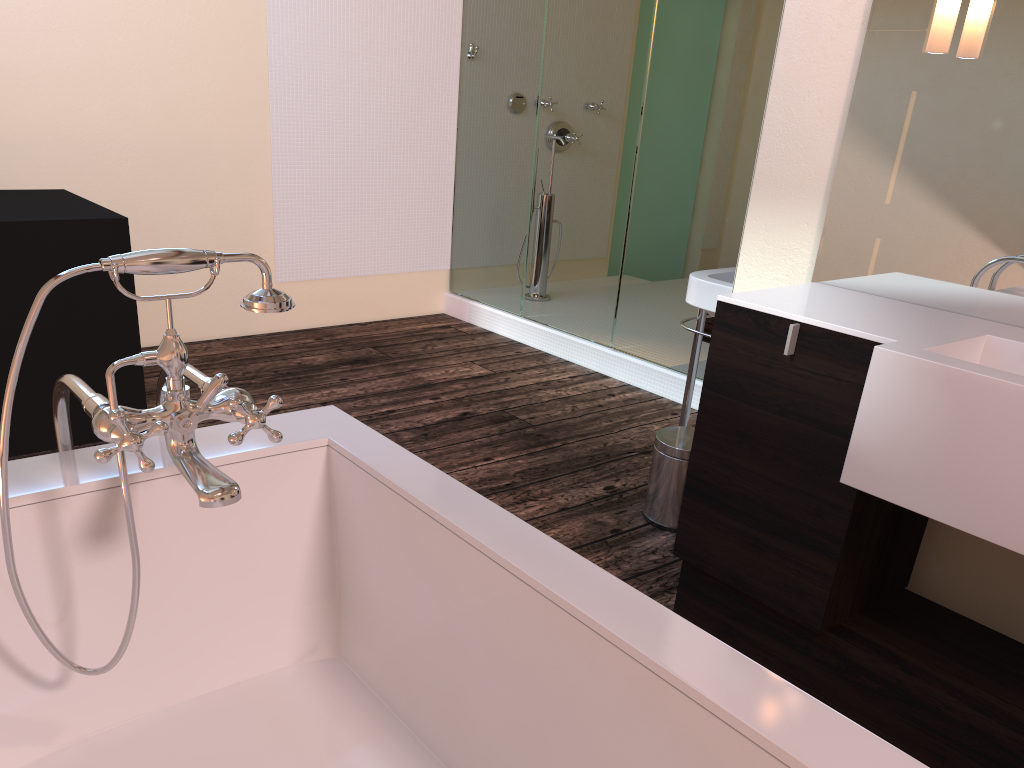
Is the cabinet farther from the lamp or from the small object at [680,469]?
the lamp

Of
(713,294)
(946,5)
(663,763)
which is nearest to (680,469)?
(713,294)

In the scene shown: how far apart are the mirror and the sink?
0.42m

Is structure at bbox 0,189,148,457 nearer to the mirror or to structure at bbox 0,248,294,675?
structure at bbox 0,248,294,675

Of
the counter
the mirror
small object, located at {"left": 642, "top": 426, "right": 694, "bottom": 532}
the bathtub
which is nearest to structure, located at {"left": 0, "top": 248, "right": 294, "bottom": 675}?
the bathtub

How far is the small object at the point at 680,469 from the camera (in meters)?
2.62

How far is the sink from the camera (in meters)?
2.58

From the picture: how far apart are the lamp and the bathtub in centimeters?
129cm

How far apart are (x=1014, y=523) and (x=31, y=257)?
2.7 meters

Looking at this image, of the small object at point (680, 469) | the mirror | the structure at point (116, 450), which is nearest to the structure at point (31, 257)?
the structure at point (116, 450)
